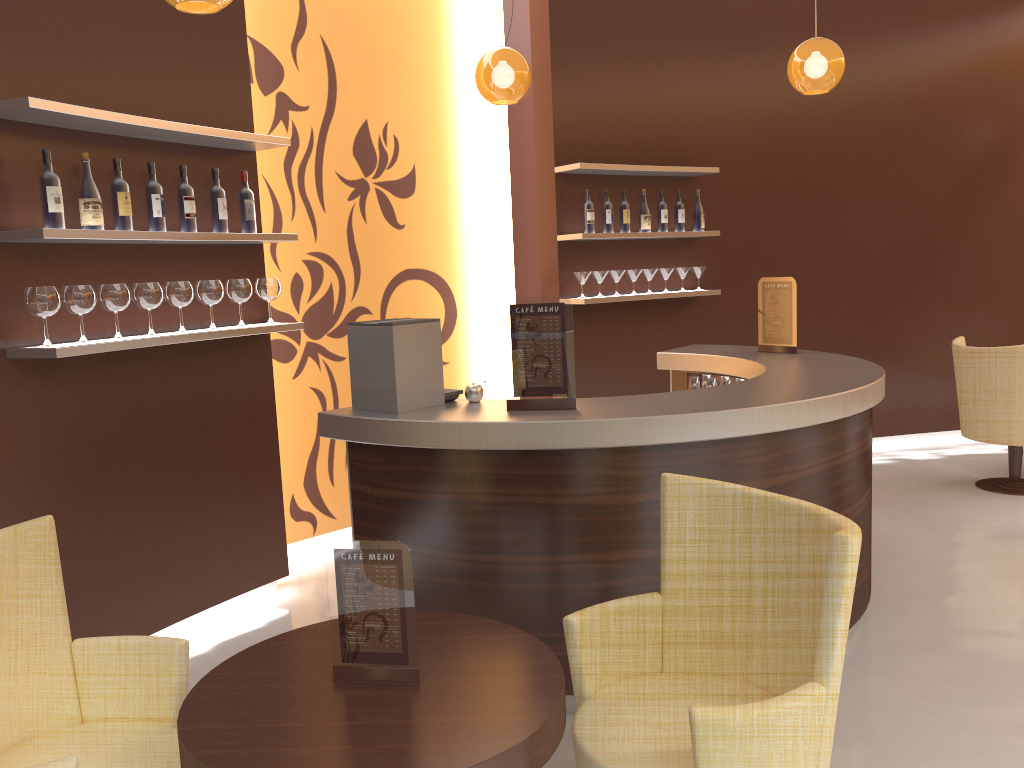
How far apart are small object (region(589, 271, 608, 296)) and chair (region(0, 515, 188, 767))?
4.1m

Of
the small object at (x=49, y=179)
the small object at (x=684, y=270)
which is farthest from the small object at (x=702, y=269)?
the small object at (x=49, y=179)

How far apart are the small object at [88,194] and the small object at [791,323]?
Result: 3.33m

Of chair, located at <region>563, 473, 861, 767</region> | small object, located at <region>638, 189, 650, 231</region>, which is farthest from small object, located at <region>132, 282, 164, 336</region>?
small object, located at <region>638, 189, 650, 231</region>

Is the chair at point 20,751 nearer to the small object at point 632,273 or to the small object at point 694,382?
the small object at point 694,382

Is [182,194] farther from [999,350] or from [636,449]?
[999,350]

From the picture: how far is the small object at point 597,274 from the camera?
6.0m

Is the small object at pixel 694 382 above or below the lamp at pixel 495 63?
below

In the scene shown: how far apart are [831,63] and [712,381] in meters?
1.8 m

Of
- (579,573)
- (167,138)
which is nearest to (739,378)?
(579,573)
